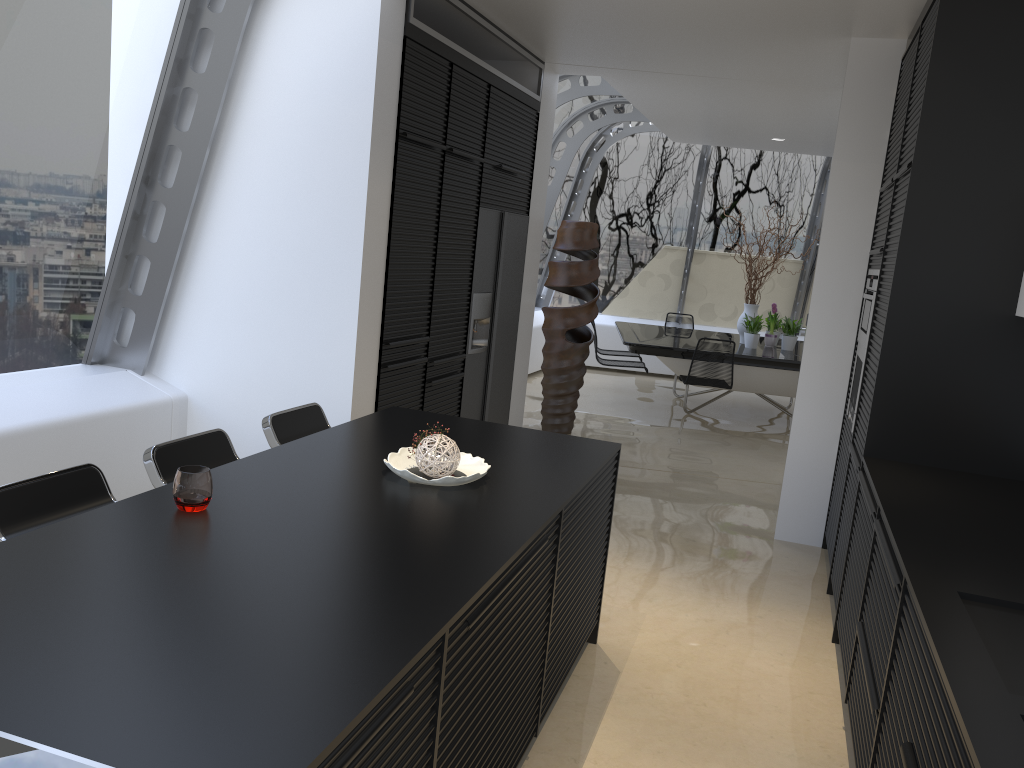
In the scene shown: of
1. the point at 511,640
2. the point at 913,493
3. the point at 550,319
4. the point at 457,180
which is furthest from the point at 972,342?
the point at 550,319

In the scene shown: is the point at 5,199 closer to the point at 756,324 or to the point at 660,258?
the point at 756,324

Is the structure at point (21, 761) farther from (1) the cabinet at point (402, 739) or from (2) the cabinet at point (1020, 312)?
(2) the cabinet at point (1020, 312)

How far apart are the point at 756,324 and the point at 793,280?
3.06m

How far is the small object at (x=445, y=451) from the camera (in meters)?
2.75

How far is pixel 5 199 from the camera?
3.84m

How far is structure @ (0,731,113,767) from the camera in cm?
120

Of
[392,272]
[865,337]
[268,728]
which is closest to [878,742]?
[268,728]

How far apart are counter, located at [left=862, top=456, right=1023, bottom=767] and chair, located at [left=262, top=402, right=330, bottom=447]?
2.2 meters

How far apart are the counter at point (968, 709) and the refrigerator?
2.8m
